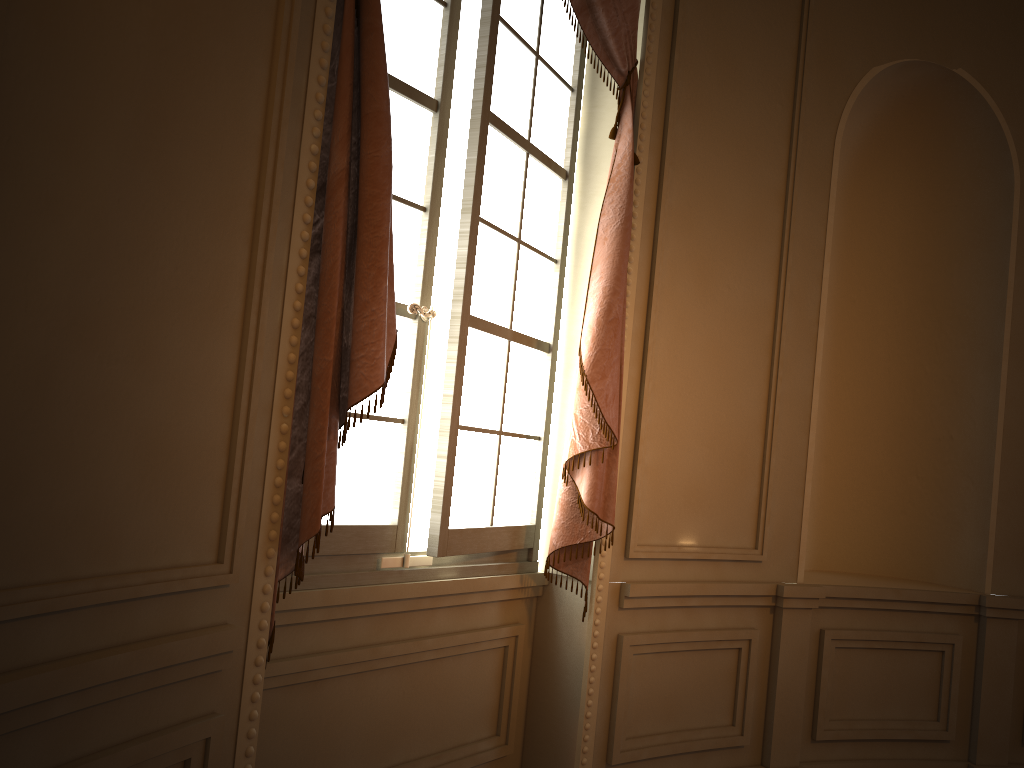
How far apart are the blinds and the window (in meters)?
0.11

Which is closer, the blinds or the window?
the blinds

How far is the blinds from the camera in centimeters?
195cm

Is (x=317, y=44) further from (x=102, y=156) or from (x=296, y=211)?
(x=102, y=156)

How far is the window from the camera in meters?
2.5 m

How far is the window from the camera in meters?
2.5 m

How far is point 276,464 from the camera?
1.9m

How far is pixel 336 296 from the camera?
2.0 meters
